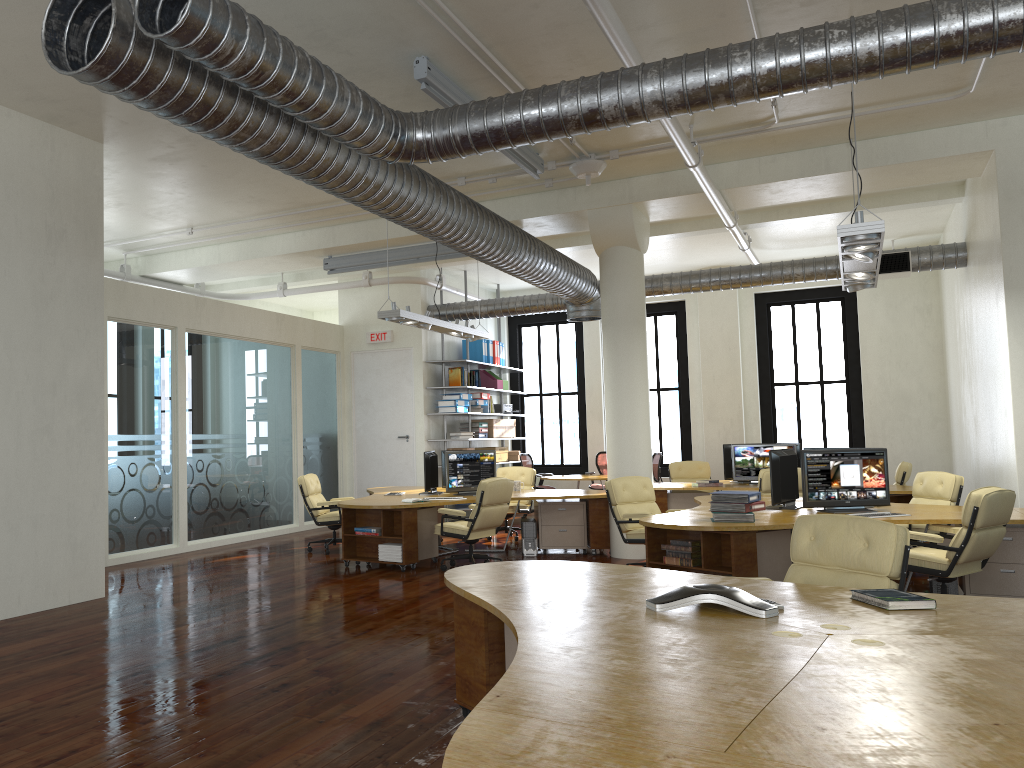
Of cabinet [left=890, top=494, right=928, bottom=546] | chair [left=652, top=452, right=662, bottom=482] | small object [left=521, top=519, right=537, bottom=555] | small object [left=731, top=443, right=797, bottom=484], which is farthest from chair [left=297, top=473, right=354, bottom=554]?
cabinet [left=890, top=494, right=928, bottom=546]

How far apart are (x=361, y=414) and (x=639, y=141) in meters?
7.8

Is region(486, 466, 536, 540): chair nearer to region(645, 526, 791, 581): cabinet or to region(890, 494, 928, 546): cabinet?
region(890, 494, 928, 546): cabinet

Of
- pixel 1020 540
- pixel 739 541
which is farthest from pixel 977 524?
pixel 739 541

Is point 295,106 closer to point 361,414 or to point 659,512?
point 659,512

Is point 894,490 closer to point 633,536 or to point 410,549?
point 633,536

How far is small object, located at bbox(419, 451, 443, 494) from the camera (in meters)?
11.20

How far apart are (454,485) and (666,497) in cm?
323

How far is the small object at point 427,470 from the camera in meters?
11.2

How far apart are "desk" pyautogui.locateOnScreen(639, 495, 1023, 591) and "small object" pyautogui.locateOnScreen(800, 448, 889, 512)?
0.1m
